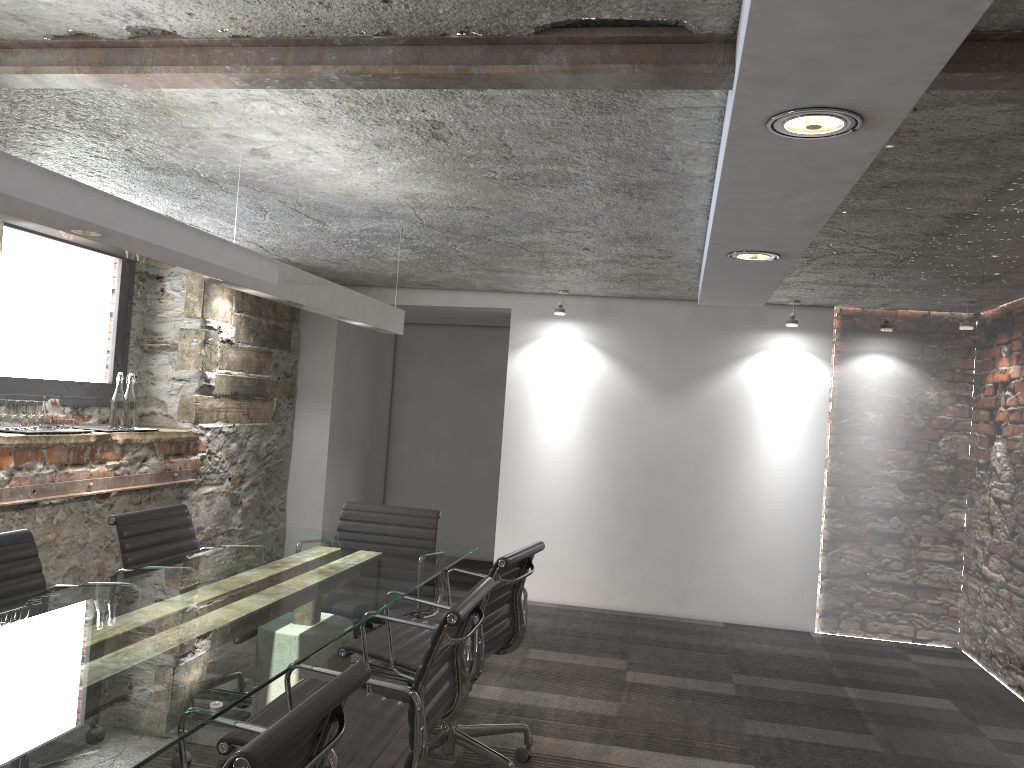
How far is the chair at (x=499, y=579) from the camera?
3.0m

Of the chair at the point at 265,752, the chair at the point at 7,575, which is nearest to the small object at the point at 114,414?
the chair at the point at 7,575

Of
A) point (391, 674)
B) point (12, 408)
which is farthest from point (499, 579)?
point (12, 408)

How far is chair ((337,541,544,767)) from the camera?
2.98m

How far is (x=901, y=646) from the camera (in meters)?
3.68

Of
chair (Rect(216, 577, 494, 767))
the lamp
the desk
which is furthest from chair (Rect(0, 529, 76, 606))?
the lamp

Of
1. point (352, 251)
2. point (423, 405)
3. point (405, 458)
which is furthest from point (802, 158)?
point (405, 458)

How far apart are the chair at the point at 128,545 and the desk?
0.2m

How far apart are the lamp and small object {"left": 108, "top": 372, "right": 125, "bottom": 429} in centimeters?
165cm

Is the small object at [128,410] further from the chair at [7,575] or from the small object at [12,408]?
the chair at [7,575]
